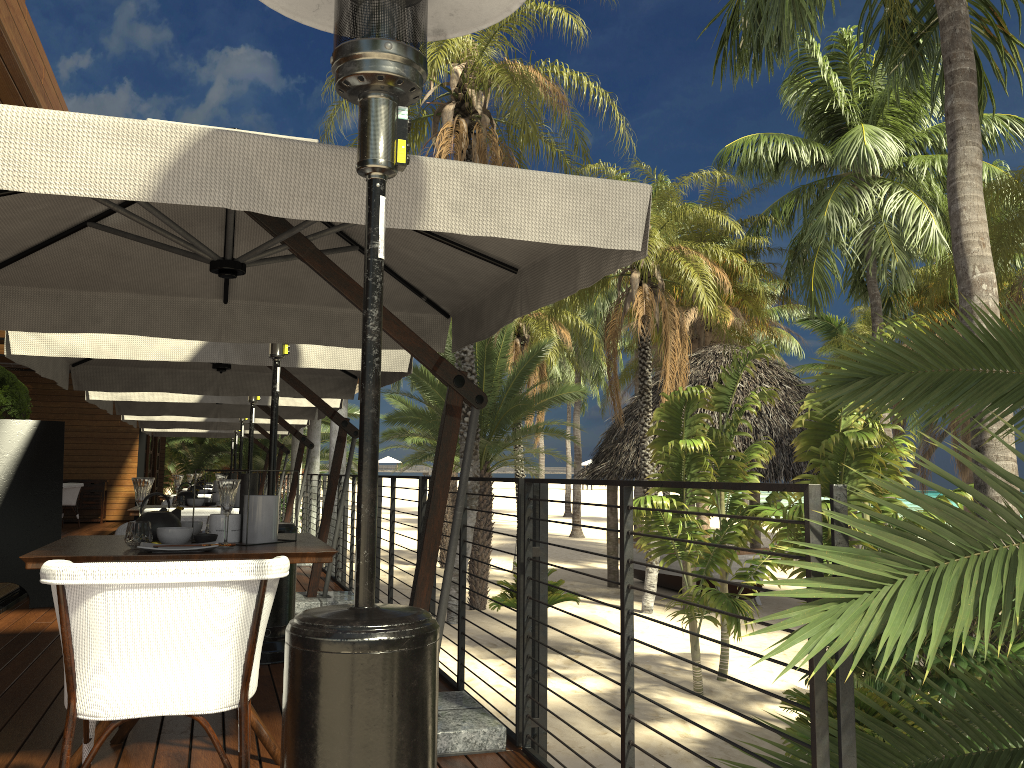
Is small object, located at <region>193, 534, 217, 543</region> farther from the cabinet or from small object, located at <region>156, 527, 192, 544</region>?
the cabinet

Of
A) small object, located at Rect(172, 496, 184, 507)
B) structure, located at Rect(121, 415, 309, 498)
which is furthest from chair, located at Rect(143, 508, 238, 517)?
structure, located at Rect(121, 415, 309, 498)

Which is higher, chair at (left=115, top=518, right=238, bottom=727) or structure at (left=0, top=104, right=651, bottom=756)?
structure at (left=0, top=104, right=651, bottom=756)

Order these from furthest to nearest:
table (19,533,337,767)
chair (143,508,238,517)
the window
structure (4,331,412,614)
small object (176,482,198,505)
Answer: the window → small object (176,482,198,505) → chair (143,508,238,517) → structure (4,331,412,614) → table (19,533,337,767)

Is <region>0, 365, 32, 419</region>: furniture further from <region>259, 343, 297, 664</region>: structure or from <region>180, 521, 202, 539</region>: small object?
<region>180, 521, 202, 539</region>: small object

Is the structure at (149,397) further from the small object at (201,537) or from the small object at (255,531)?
the small object at (201,537)

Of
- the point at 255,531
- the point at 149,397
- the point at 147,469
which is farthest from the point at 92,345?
the point at 147,469

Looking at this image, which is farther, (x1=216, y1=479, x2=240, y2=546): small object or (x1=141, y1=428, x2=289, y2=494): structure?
(x1=141, y1=428, x2=289, y2=494): structure

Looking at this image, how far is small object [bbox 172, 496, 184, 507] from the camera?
6.1m

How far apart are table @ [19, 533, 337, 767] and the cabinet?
→ 15.2 meters
